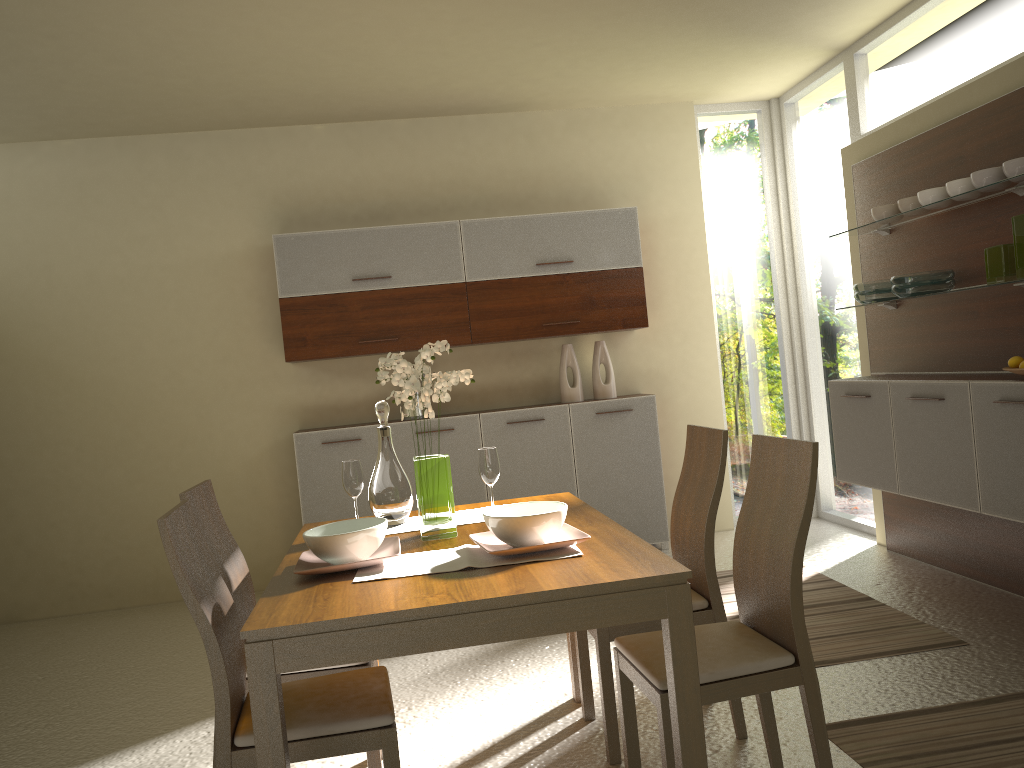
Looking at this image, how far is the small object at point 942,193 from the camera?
4.09m

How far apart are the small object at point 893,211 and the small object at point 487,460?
2.7 meters

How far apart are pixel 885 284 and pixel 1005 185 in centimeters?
93cm

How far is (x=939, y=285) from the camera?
4.2m

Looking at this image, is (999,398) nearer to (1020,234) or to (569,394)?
(1020,234)

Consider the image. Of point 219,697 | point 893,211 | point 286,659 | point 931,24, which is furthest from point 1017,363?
point 219,697

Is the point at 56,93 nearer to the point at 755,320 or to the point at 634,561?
the point at 634,561

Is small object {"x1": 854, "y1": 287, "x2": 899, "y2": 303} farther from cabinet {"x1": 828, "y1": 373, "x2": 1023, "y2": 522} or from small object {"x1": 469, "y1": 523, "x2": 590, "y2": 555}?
small object {"x1": 469, "y1": 523, "x2": 590, "y2": 555}

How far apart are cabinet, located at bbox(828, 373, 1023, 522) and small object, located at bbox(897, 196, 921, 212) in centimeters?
83cm

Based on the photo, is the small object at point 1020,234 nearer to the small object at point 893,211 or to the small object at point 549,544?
the small object at point 893,211
